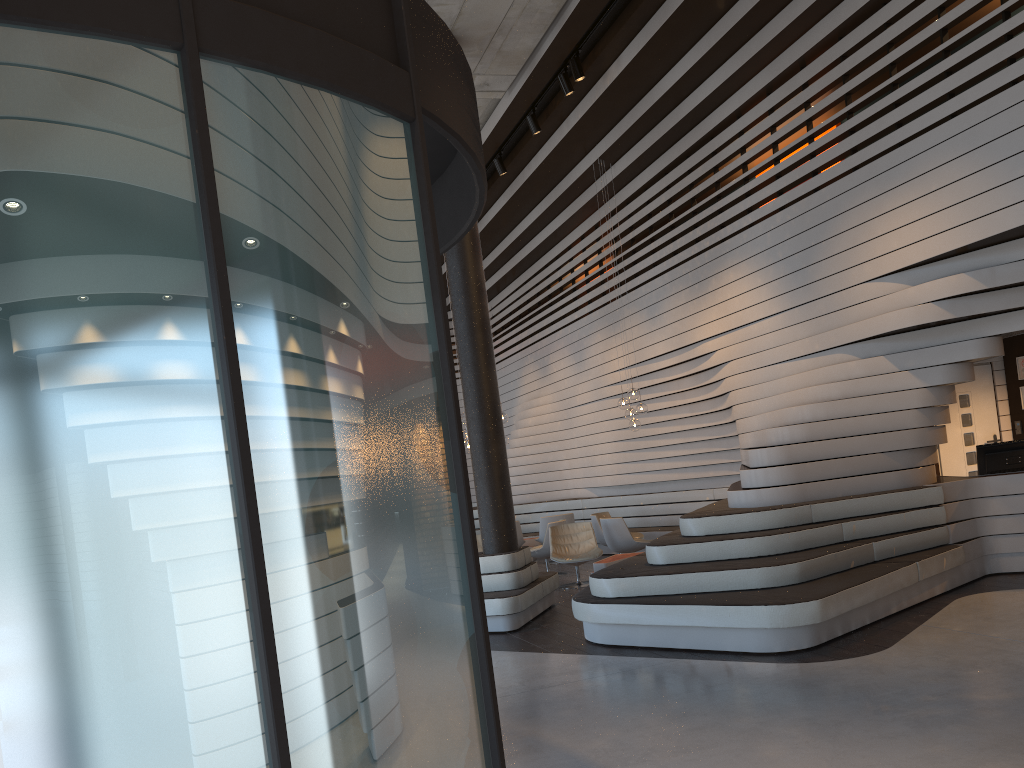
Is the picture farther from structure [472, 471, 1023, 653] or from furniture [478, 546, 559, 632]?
furniture [478, 546, 559, 632]

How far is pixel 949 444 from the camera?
10.14m

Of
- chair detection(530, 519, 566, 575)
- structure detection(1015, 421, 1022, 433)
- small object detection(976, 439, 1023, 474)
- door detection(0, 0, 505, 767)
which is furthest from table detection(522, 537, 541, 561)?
door detection(0, 0, 505, 767)

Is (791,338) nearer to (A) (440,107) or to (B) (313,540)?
(A) (440,107)

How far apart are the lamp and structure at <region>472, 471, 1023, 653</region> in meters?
1.7 m

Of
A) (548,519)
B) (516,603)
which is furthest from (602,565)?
(548,519)

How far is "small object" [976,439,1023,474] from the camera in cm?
836

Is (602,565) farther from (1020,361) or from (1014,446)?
(1020,361)

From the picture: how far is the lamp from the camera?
11.9m

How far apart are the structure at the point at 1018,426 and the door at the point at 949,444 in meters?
0.2
